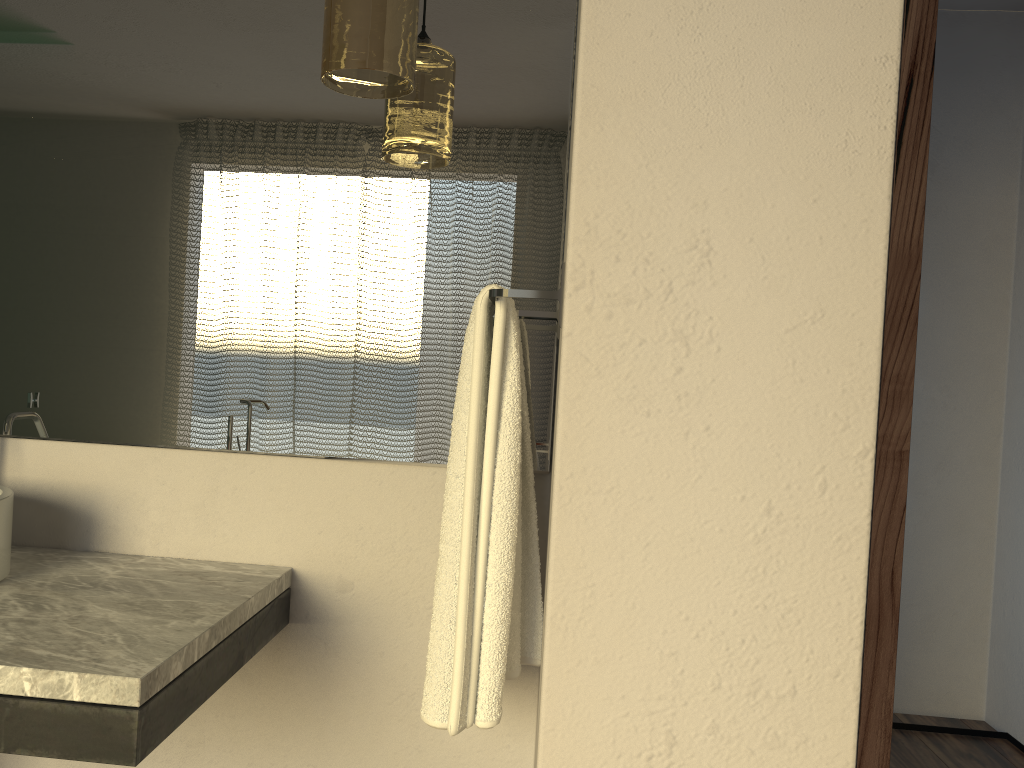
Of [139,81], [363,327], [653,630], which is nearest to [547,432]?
[363,327]

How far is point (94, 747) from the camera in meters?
1.0 m

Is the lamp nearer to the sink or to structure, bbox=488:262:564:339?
structure, bbox=488:262:564:339

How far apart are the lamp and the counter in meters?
0.8 m

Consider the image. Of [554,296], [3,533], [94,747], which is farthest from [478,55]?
[94,747]

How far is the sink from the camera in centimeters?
135cm

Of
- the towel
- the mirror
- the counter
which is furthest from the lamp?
the counter

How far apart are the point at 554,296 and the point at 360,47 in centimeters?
46cm

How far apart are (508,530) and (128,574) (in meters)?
0.67

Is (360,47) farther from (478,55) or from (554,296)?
(554,296)
